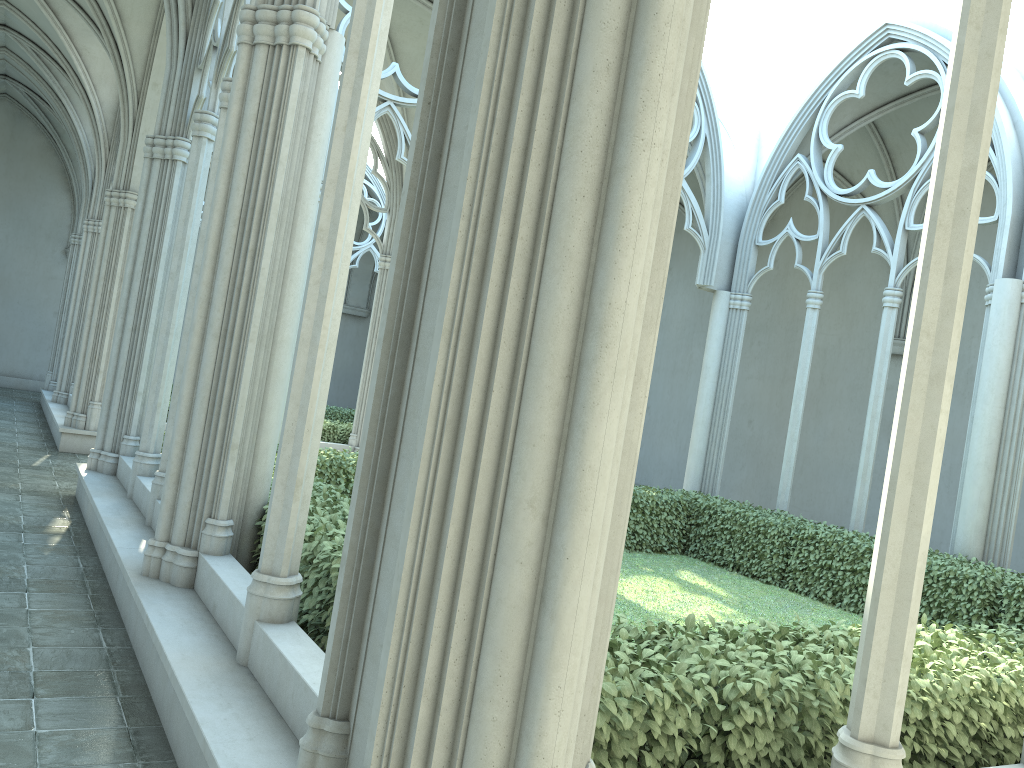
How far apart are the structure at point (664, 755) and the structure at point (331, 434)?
5.7 meters

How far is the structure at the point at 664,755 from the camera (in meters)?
3.33

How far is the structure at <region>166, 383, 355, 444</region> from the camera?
16.1 meters

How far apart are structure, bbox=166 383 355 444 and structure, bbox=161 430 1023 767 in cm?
572

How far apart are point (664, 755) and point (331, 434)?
13.33m

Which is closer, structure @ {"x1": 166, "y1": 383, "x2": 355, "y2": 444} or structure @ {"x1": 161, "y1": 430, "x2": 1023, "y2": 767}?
structure @ {"x1": 161, "y1": 430, "x2": 1023, "y2": 767}

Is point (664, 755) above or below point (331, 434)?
below

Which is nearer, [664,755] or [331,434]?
[664,755]

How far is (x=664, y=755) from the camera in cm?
333
